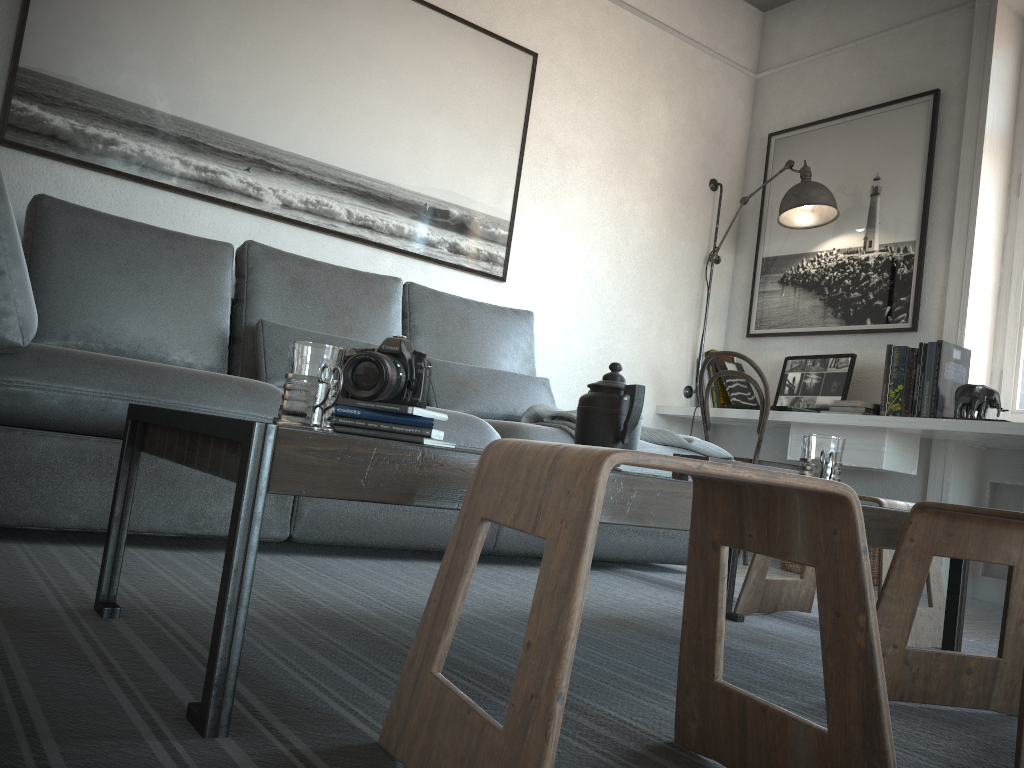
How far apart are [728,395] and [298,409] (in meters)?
3.49

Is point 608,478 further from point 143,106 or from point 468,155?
point 468,155

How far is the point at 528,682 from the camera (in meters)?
0.70

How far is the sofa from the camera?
1.85m

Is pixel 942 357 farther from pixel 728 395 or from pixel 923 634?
pixel 923 634

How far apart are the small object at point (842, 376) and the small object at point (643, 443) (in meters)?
0.96

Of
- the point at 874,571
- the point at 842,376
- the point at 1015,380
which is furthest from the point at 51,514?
the point at 1015,380

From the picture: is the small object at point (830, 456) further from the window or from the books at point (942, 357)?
the window

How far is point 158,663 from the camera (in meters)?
1.12

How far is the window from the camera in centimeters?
366cm
